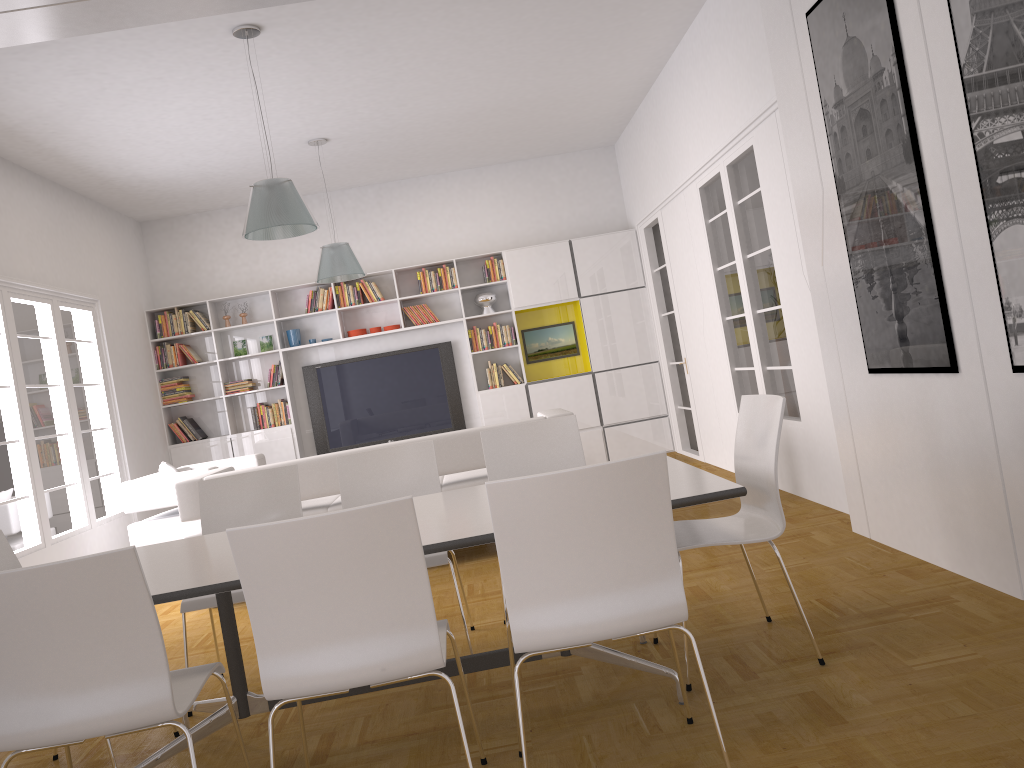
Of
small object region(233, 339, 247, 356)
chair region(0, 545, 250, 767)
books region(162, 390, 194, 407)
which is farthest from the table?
small object region(233, 339, 247, 356)

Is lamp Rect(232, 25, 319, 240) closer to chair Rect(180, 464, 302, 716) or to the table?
chair Rect(180, 464, 302, 716)

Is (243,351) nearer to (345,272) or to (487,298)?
(345,272)

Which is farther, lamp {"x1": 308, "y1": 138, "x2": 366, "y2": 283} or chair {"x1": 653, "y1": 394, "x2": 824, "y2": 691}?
lamp {"x1": 308, "y1": 138, "x2": 366, "y2": 283}

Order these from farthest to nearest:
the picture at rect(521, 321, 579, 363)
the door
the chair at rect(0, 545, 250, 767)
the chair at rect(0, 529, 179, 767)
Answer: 1. the picture at rect(521, 321, 579, 363)
2. the door
3. the chair at rect(0, 529, 179, 767)
4. the chair at rect(0, 545, 250, 767)

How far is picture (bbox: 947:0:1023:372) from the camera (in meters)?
2.87

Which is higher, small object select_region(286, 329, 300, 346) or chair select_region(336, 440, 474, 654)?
small object select_region(286, 329, 300, 346)

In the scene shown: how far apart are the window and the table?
3.15m

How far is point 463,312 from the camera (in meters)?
9.60

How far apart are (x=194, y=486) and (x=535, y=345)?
4.93m
